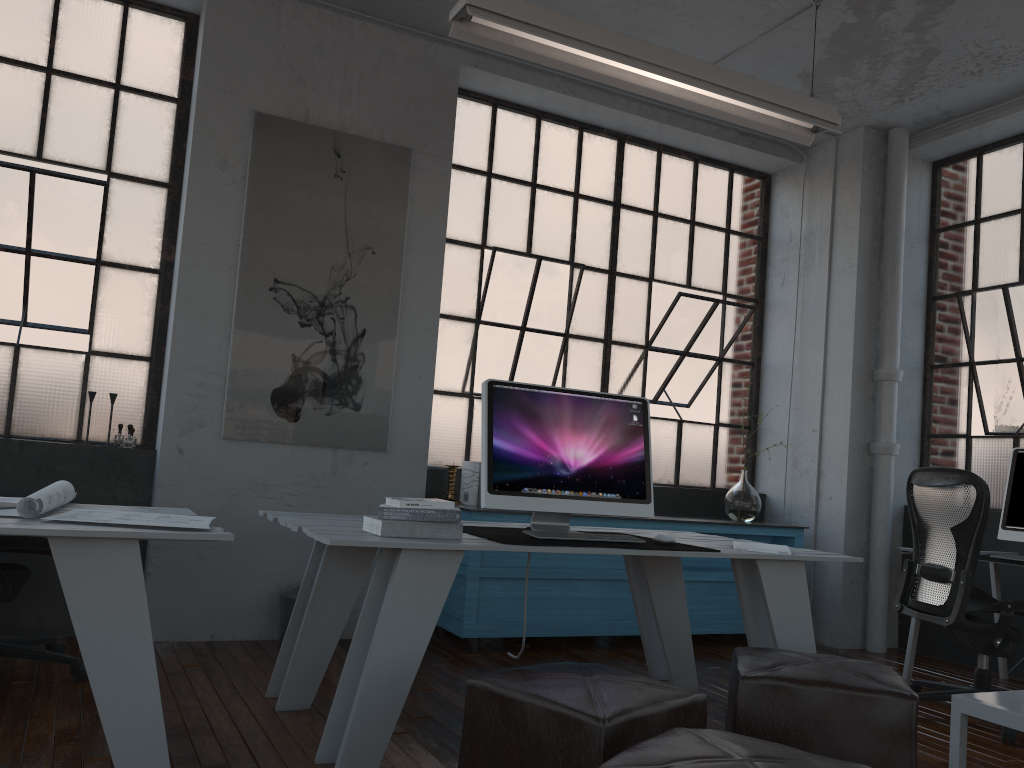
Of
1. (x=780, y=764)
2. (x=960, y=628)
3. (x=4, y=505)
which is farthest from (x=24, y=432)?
(x=960, y=628)

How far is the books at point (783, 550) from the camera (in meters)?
3.28

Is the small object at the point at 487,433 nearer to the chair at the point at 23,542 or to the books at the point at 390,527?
the books at the point at 390,527

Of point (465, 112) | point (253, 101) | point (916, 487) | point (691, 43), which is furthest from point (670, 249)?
point (253, 101)

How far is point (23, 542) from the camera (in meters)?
3.25

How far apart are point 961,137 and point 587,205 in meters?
2.3 m

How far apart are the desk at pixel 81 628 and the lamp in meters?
2.1 m

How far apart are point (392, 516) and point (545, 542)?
0.5 meters

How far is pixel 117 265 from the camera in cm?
444

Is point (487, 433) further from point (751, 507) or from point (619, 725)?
point (751, 507)
